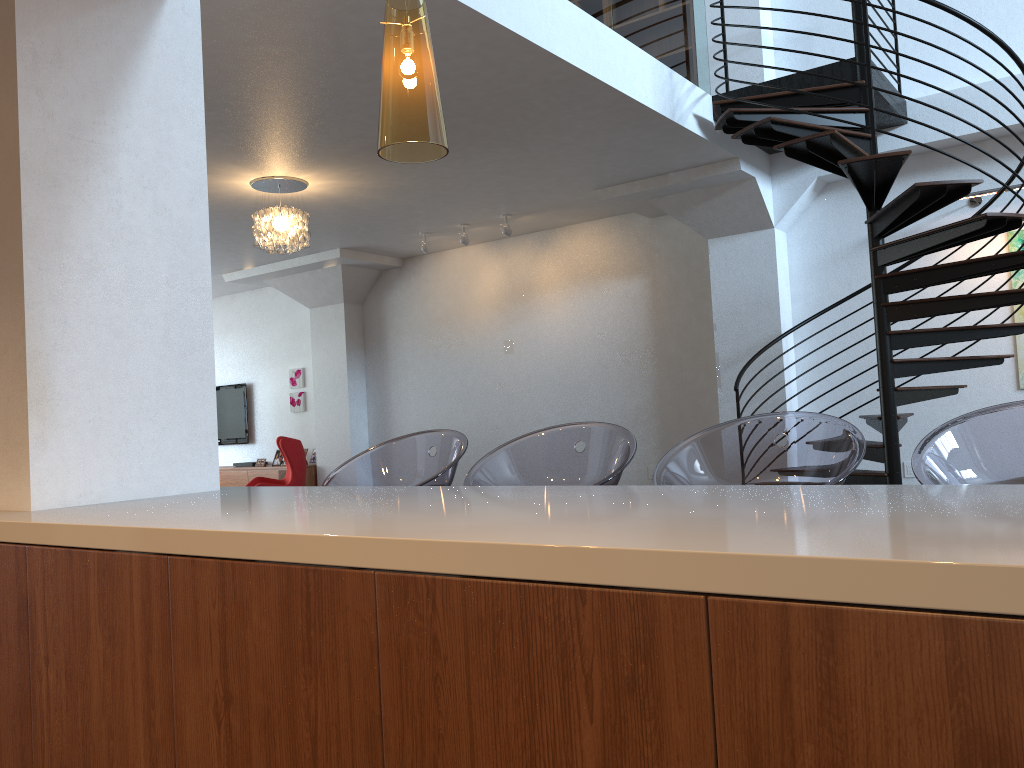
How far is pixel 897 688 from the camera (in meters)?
0.95

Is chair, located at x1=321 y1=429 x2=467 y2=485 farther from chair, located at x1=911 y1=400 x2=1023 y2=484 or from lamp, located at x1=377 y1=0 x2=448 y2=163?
chair, located at x1=911 y1=400 x2=1023 y2=484

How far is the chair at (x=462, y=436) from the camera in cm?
305

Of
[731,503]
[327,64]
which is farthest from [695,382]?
[731,503]

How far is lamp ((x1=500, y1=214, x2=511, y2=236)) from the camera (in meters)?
8.41

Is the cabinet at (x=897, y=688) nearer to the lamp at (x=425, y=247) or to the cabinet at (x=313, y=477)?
the lamp at (x=425, y=247)

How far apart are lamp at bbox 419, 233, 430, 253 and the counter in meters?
6.4 m

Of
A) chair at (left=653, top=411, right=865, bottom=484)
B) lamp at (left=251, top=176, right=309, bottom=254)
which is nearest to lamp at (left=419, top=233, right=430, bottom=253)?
lamp at (left=251, top=176, right=309, bottom=254)

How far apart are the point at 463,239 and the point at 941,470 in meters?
7.0 m

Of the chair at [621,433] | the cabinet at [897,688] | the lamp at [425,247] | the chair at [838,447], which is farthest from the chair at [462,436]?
the lamp at [425,247]
